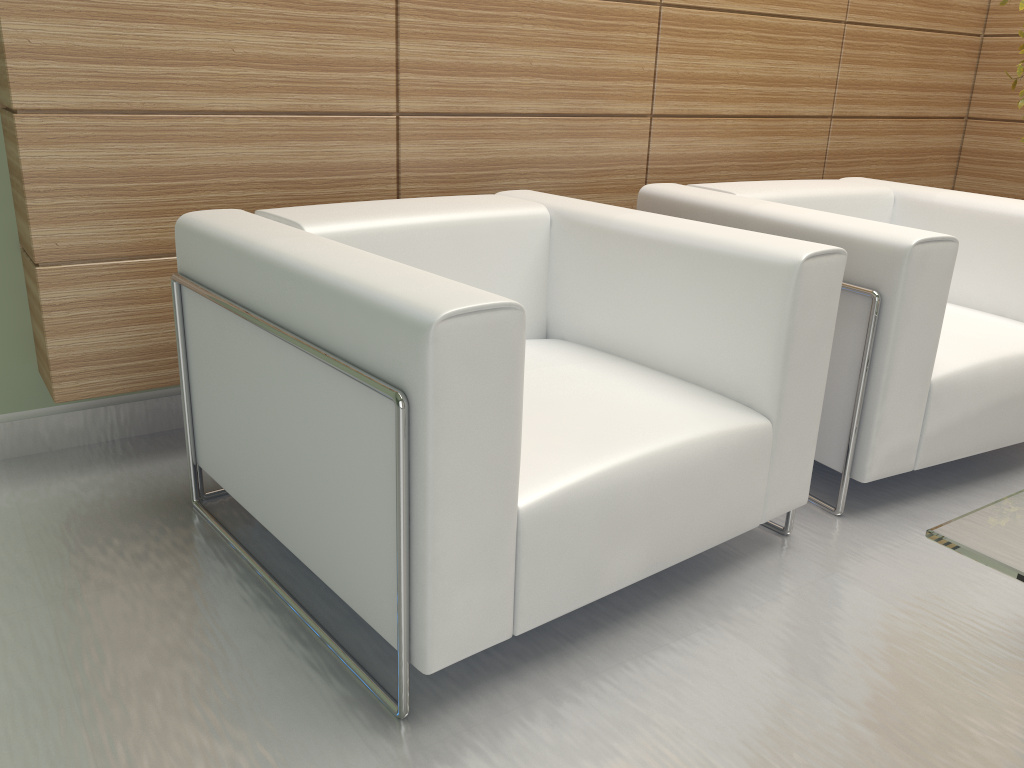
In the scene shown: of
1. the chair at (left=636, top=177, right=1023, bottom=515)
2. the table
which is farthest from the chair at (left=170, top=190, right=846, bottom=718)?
the table

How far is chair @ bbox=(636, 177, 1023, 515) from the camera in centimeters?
353cm

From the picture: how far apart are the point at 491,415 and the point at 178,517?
1.9 meters

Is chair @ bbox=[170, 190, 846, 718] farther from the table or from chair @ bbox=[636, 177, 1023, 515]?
the table

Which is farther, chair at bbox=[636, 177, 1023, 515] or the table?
chair at bbox=[636, 177, 1023, 515]

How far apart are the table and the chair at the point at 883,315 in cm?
128

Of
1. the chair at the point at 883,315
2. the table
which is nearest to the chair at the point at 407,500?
the chair at the point at 883,315

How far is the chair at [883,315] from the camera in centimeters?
353cm

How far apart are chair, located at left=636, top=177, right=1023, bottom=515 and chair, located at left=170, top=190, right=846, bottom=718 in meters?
0.3 m

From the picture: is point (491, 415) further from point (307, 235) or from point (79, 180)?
point (79, 180)
